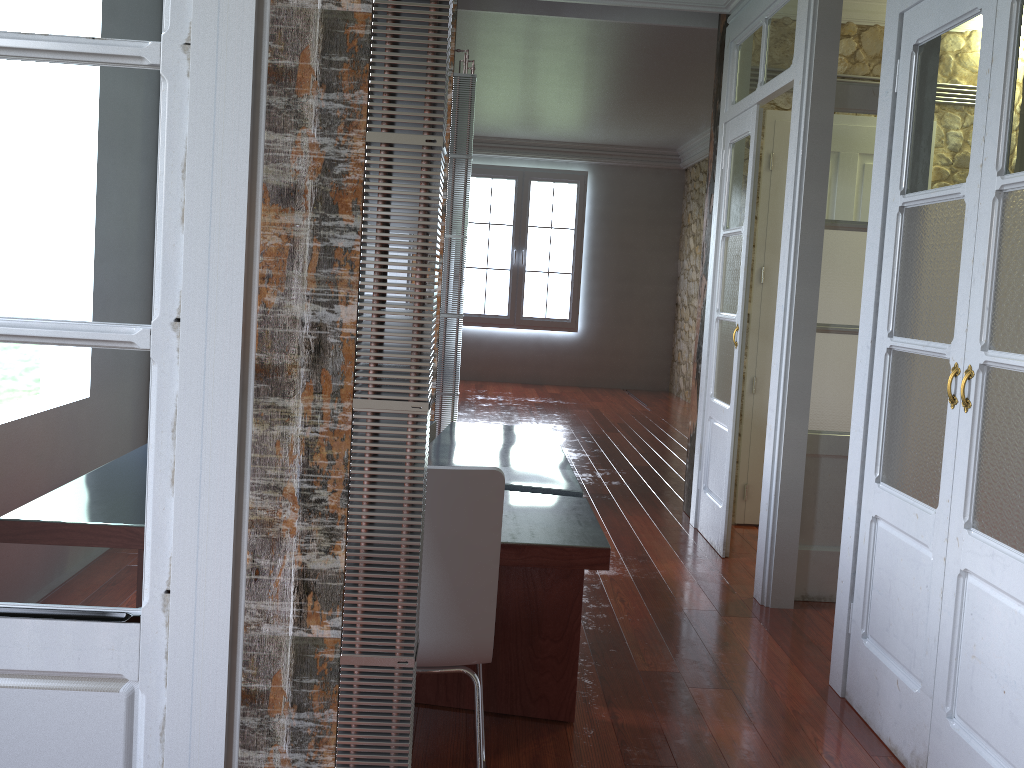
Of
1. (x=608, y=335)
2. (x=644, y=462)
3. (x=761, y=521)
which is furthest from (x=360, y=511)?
(x=608, y=335)

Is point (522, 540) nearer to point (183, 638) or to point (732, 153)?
point (183, 638)

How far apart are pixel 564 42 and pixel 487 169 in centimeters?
452cm

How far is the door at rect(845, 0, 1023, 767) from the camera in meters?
2.1 m

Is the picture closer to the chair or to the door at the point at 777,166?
the door at the point at 777,166

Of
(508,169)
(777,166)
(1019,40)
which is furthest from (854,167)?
(508,169)

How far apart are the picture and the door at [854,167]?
6.3m

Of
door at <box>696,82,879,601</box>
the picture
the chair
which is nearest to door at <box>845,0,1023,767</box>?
door at <box>696,82,879,601</box>

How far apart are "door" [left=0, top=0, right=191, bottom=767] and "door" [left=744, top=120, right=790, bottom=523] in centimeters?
396cm

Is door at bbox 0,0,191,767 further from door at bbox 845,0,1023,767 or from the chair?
door at bbox 845,0,1023,767
